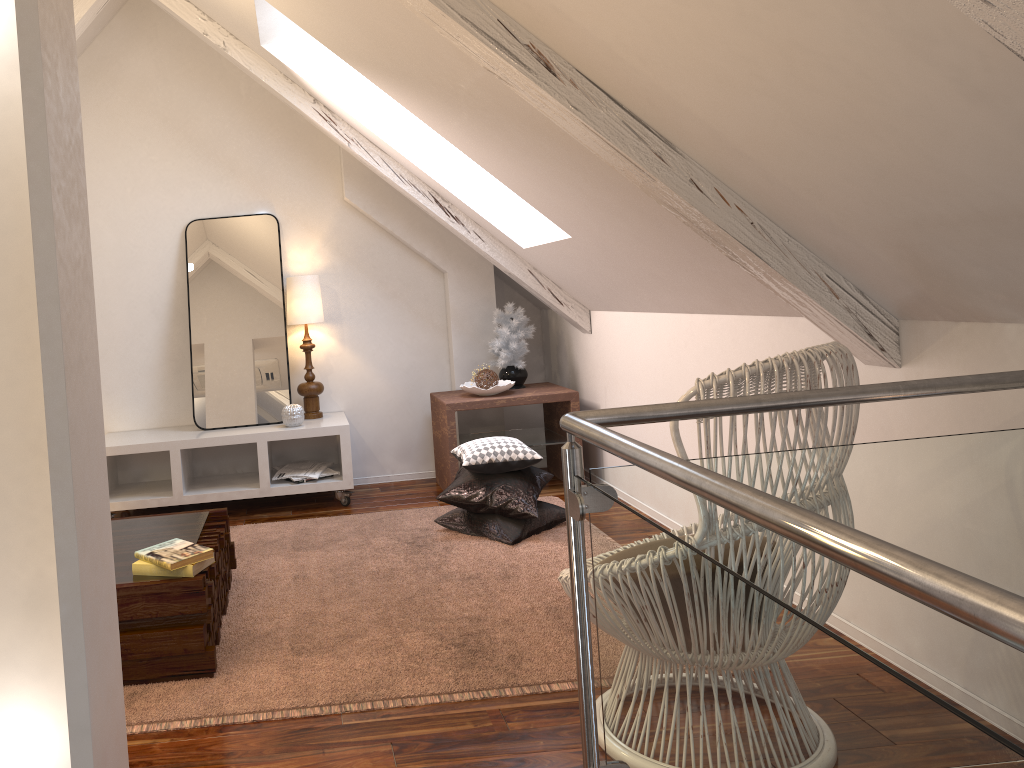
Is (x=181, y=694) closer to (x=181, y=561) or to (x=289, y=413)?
(x=181, y=561)

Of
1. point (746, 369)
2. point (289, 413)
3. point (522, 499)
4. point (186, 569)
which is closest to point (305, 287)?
point (289, 413)

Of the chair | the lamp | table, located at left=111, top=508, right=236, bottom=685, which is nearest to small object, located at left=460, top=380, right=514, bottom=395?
the lamp

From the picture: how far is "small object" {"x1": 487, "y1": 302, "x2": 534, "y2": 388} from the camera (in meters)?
4.15

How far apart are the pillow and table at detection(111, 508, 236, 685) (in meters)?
0.78

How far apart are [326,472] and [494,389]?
0.8 meters

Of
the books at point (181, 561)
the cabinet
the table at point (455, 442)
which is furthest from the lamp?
the books at point (181, 561)

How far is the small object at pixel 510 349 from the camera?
4.1m

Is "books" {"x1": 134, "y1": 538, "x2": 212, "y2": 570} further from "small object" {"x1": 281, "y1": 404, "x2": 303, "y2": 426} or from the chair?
"small object" {"x1": 281, "y1": 404, "x2": 303, "y2": 426}

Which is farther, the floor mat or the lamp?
the lamp
